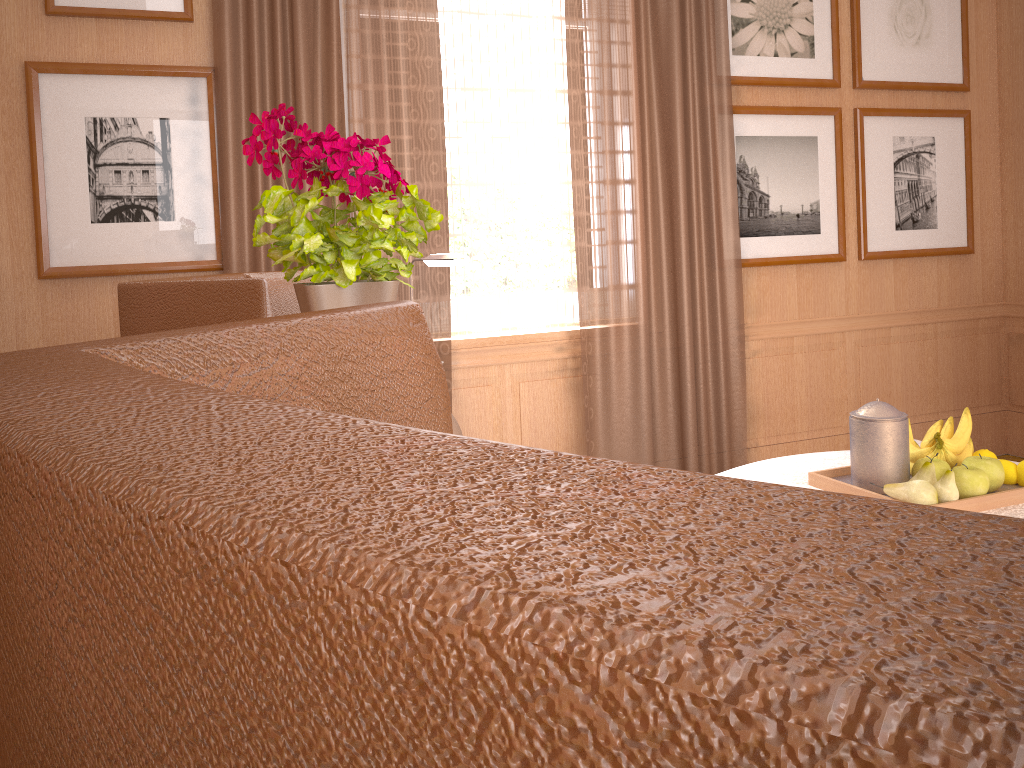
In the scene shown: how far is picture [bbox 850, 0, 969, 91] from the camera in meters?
7.0 m

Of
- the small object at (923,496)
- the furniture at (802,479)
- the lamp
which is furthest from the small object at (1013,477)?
the lamp

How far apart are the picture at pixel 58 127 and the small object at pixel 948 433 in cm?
412

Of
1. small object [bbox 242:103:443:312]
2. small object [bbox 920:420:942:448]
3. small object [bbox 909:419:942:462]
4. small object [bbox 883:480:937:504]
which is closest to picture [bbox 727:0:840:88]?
small object [bbox 920:420:942:448]

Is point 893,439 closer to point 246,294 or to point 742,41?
point 246,294

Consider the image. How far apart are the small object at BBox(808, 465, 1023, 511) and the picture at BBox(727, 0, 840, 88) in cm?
358

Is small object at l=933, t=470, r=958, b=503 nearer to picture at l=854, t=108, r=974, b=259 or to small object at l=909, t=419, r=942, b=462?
small object at l=909, t=419, r=942, b=462

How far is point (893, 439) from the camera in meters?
3.8 m

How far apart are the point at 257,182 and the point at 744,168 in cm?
361

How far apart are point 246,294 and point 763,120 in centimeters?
484cm
